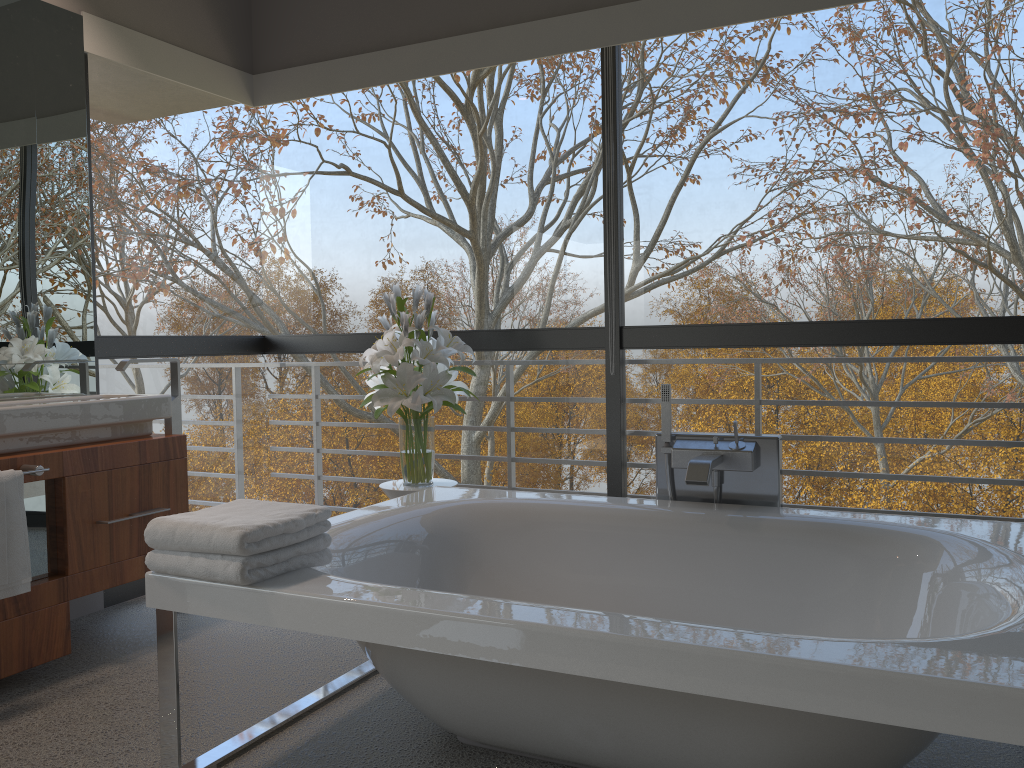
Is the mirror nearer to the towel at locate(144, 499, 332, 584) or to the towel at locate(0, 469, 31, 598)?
the towel at locate(0, 469, 31, 598)

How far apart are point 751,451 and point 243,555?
1.6m

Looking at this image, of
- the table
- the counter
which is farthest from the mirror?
the table

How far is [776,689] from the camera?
1.5m

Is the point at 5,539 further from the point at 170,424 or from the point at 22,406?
the point at 170,424

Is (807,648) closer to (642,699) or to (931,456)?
(642,699)

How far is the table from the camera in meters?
3.3 m

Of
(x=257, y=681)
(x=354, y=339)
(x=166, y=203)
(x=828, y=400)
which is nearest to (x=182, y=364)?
(x=354, y=339)

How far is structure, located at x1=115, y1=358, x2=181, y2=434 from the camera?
3.5 meters

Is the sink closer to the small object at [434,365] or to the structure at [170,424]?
the structure at [170,424]
